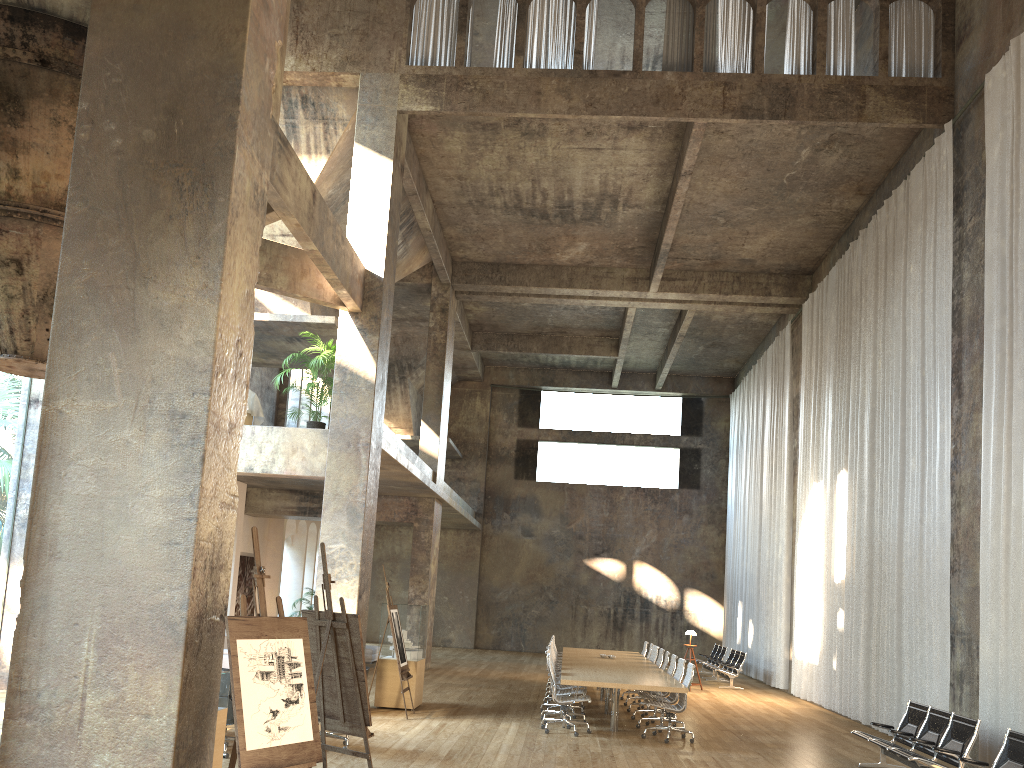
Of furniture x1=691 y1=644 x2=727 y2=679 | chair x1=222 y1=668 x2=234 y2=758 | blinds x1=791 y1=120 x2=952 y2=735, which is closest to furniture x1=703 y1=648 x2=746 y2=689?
furniture x1=691 y1=644 x2=727 y2=679

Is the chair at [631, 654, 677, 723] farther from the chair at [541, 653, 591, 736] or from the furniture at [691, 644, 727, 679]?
the furniture at [691, 644, 727, 679]

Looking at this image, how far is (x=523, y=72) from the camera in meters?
13.6

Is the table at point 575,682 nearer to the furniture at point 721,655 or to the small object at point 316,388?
the small object at point 316,388

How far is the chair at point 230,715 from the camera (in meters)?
8.37

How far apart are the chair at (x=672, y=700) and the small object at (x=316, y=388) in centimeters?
645cm

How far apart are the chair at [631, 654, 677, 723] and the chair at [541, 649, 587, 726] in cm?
174

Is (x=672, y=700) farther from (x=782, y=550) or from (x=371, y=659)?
(x=371, y=659)

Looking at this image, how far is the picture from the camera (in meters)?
19.90

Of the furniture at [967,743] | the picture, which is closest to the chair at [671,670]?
the furniture at [967,743]
